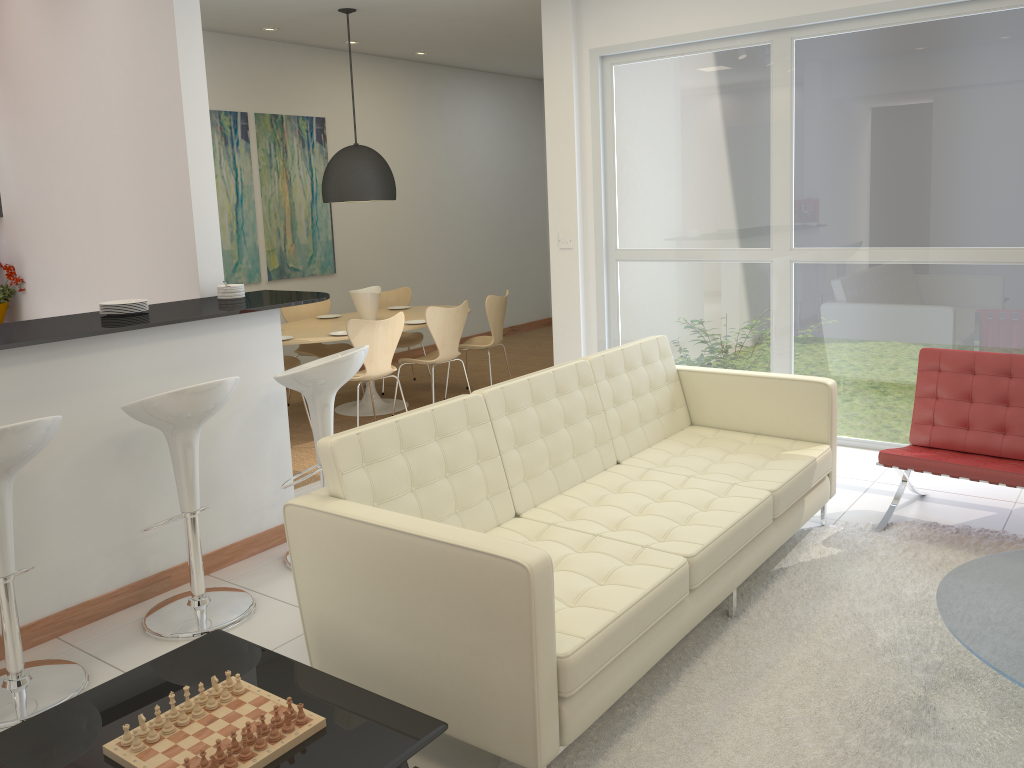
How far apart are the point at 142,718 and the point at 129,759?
0.1m

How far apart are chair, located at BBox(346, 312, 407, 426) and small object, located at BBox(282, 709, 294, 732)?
4.2 meters

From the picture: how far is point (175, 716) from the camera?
2.2m

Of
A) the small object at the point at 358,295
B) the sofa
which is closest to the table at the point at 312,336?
the small object at the point at 358,295

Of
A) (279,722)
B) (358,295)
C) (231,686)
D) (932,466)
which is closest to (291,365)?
(358,295)

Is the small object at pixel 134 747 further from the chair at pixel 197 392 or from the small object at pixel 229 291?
the small object at pixel 229 291

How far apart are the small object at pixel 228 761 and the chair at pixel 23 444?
1.43m

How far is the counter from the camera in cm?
346

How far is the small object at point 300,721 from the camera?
2.1 meters

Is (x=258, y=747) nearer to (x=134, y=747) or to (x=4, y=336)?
(x=134, y=747)
